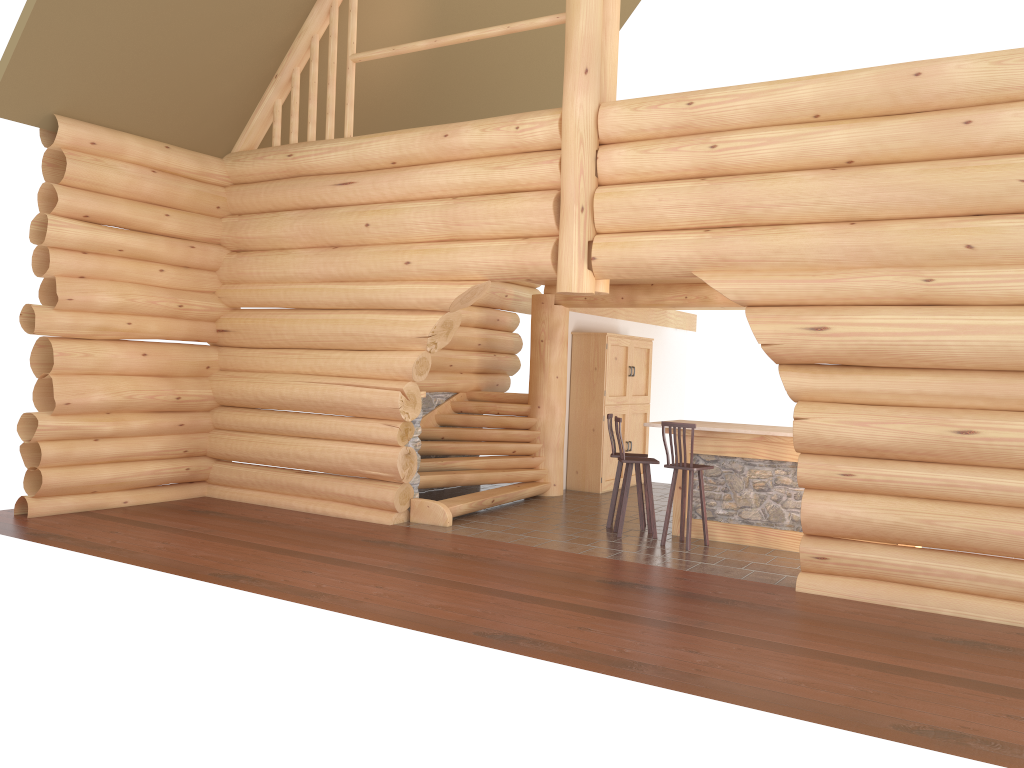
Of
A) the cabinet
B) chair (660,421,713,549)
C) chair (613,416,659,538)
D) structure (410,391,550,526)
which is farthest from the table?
the cabinet

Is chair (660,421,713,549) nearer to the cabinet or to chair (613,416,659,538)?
chair (613,416,659,538)

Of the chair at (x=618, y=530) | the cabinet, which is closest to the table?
the chair at (x=618, y=530)

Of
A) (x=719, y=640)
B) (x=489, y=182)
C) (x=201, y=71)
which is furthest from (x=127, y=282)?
(x=719, y=640)

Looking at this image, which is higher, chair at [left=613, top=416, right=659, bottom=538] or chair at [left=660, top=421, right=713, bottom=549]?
chair at [left=660, top=421, right=713, bottom=549]

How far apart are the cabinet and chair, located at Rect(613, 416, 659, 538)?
3.2 meters

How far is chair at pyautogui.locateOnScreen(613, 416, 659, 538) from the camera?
9.79m

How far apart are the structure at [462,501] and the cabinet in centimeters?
86cm

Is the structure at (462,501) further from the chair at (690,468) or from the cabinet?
the chair at (690,468)

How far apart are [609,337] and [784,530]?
4.7m
